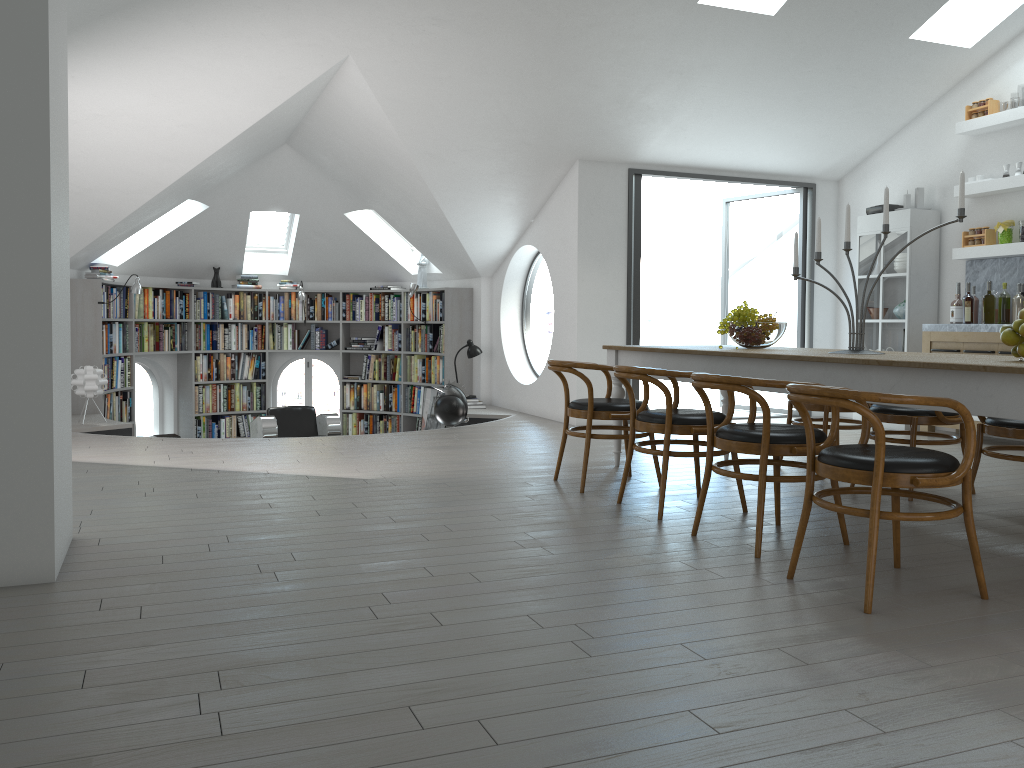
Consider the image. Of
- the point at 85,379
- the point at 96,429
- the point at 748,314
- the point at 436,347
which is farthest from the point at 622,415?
the point at 436,347

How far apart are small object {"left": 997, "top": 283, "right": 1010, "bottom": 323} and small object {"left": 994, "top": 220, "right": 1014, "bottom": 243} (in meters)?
0.44

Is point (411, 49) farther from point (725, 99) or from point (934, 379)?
point (934, 379)

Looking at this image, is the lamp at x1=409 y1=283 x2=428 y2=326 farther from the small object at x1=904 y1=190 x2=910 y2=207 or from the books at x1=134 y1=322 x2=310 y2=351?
the small object at x1=904 y1=190 x2=910 y2=207

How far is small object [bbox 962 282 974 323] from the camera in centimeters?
731cm

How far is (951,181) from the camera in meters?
7.9

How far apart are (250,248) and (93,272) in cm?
229

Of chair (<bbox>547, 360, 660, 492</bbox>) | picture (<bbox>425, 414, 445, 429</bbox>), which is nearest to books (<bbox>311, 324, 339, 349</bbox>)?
picture (<bbox>425, 414, 445, 429</bbox>)

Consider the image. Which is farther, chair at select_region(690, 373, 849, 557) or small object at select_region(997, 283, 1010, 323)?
small object at select_region(997, 283, 1010, 323)

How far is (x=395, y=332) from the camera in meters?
11.2
